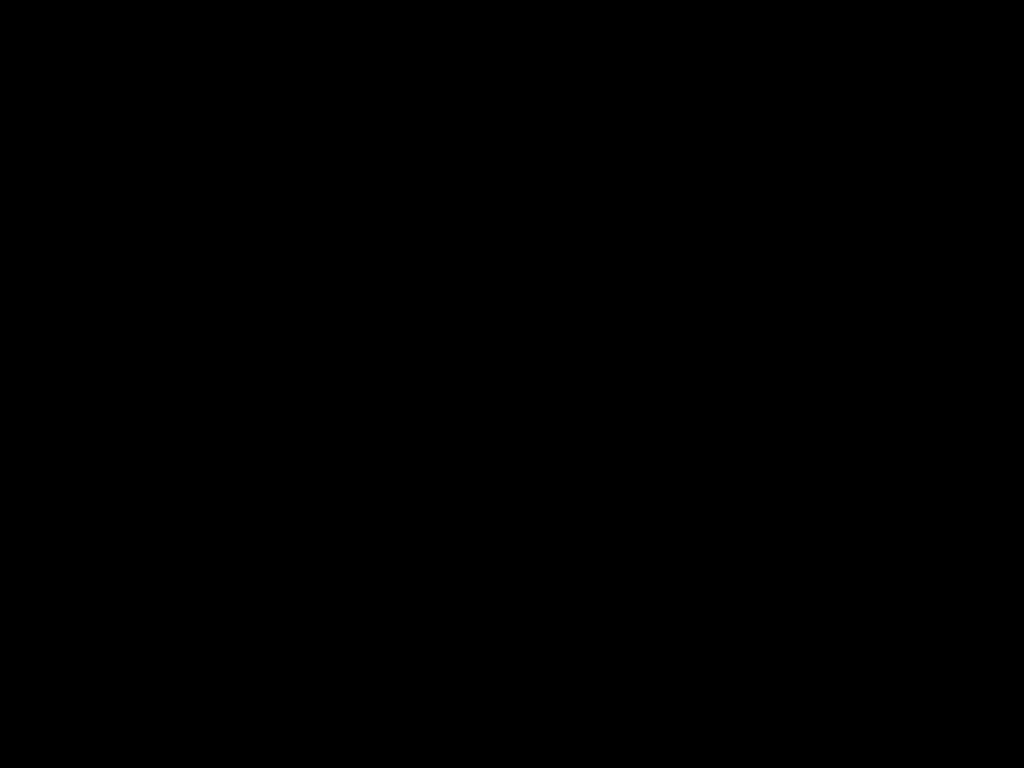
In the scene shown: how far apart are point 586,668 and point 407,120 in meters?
1.4 m
